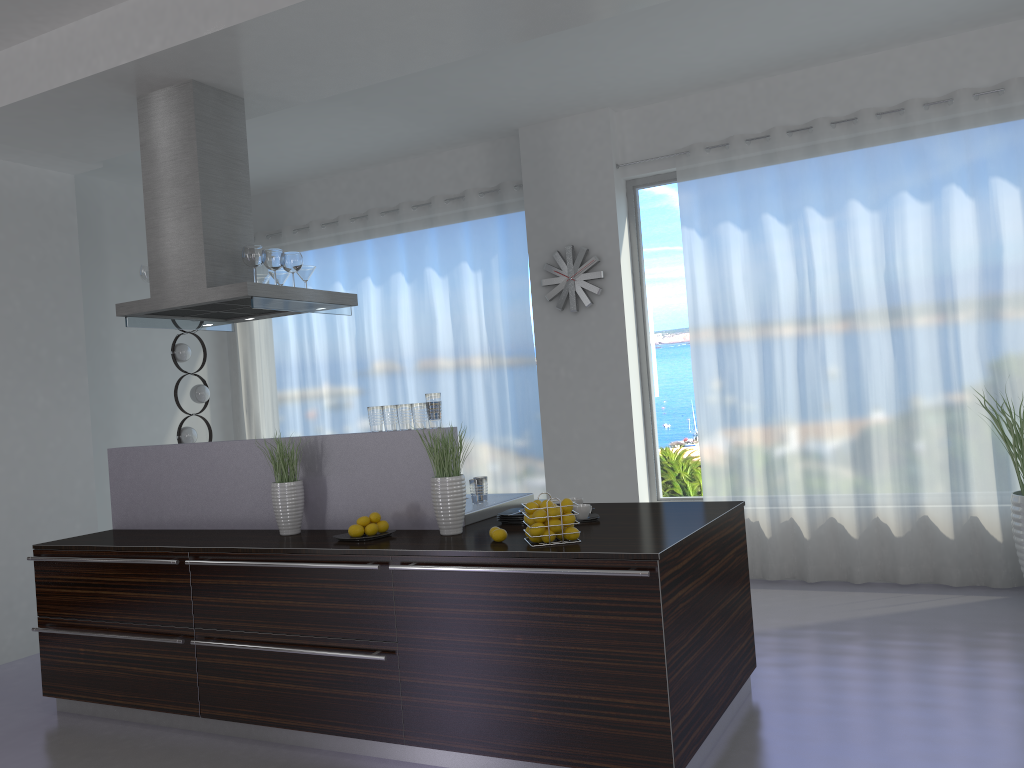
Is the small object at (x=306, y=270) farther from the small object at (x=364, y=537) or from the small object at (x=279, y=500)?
the small object at (x=364, y=537)

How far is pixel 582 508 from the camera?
3.8m

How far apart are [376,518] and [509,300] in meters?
3.5 m

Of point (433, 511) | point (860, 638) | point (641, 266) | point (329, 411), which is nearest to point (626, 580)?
point (433, 511)

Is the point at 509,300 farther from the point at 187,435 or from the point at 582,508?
the point at 582,508

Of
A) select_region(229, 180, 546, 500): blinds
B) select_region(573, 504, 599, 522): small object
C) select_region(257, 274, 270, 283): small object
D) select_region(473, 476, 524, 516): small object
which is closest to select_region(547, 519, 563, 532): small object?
select_region(573, 504, 599, 522): small object

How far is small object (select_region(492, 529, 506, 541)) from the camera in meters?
3.4 m

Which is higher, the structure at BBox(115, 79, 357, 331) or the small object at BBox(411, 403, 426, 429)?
the structure at BBox(115, 79, 357, 331)

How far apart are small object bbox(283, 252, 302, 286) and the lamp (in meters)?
2.61

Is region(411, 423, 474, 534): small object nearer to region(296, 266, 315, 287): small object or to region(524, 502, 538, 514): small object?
region(524, 502, 538, 514): small object
